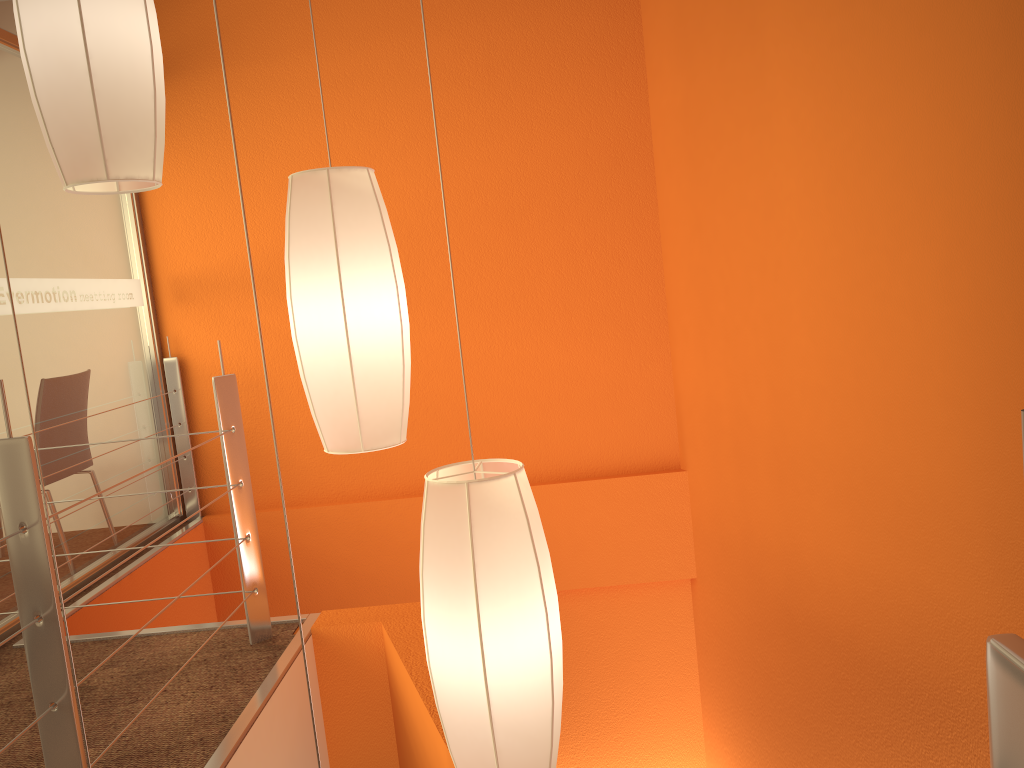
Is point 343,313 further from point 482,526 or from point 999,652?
point 999,652

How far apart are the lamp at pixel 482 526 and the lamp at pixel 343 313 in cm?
19

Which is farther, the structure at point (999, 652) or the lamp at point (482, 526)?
the lamp at point (482, 526)

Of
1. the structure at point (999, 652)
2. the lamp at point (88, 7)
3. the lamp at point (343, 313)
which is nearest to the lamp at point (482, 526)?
the lamp at point (343, 313)

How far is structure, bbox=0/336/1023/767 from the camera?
0.36m

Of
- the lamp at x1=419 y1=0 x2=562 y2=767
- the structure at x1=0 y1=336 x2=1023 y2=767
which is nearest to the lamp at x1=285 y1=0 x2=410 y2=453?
the lamp at x1=419 y1=0 x2=562 y2=767

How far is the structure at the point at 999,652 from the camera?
0.4 meters

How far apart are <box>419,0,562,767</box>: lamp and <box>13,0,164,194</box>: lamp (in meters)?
0.61

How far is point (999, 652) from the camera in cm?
36

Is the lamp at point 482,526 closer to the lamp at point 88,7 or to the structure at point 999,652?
the lamp at point 88,7
